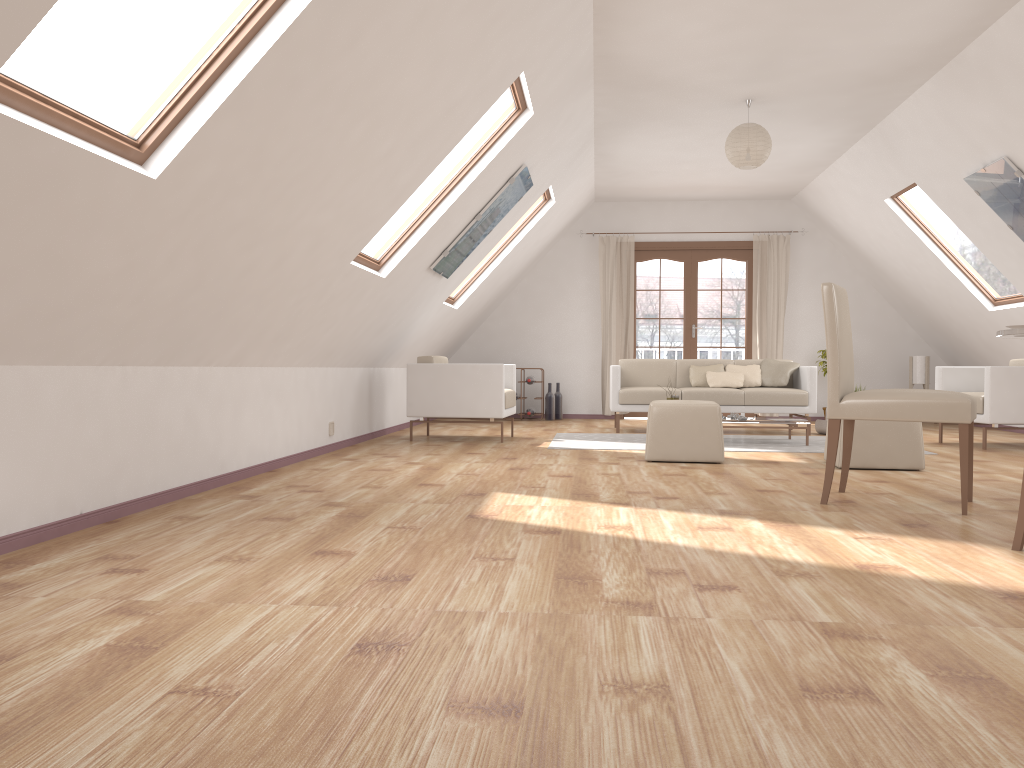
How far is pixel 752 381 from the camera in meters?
8.6 m

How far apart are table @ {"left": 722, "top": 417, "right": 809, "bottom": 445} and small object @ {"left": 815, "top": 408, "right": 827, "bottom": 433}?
1.3m

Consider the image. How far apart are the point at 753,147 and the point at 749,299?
4.3 meters

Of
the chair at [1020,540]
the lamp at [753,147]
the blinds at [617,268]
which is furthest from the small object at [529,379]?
the chair at [1020,540]

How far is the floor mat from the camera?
6.8m

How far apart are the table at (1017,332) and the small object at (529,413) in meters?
6.7 m

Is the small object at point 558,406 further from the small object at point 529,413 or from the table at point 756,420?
the table at point 756,420

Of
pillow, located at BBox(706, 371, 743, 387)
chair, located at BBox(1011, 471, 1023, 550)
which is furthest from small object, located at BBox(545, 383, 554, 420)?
chair, located at BBox(1011, 471, 1023, 550)

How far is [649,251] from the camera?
10.6 meters

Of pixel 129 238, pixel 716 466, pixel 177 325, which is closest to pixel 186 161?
pixel 129 238
